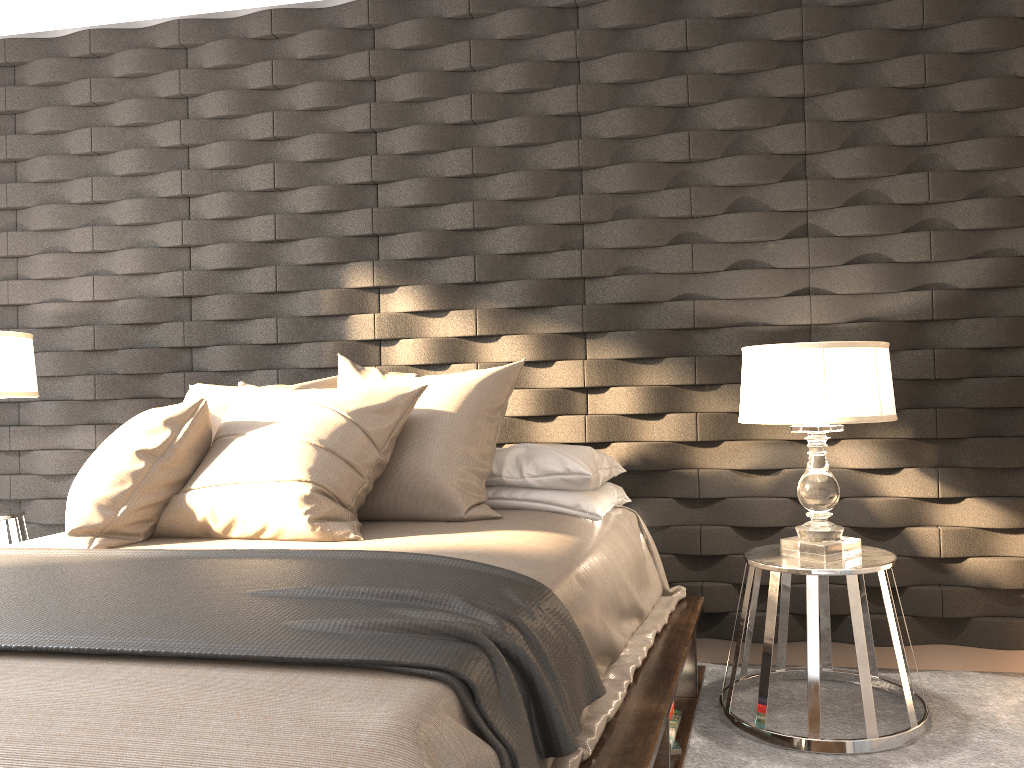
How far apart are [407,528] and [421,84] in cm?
177

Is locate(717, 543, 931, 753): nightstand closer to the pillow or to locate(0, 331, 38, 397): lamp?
the pillow

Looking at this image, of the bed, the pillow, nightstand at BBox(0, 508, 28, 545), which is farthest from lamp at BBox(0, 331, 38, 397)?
the bed

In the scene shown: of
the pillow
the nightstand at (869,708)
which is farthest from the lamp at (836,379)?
the pillow

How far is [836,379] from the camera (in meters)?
2.35

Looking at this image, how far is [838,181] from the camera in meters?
2.9 m

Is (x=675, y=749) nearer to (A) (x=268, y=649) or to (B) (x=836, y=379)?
(B) (x=836, y=379)

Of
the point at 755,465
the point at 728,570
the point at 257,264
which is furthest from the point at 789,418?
the point at 257,264

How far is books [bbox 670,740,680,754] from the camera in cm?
229

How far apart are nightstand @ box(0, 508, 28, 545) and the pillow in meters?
0.9
